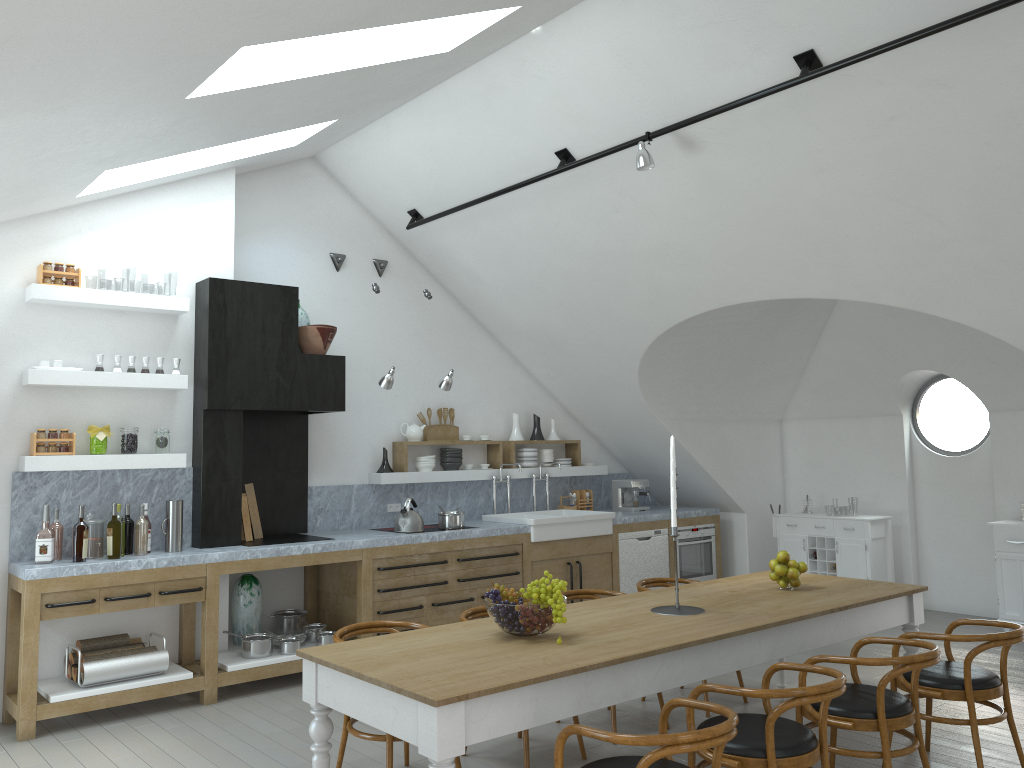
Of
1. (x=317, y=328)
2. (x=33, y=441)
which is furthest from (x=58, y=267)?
(x=317, y=328)

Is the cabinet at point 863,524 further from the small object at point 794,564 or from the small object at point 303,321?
the small object at point 303,321

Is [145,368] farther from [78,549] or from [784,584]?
[784,584]

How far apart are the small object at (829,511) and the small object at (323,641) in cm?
4700

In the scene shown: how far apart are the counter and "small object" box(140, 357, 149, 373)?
0.71m

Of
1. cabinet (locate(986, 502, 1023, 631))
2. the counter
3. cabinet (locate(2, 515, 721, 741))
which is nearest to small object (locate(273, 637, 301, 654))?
cabinet (locate(2, 515, 721, 741))

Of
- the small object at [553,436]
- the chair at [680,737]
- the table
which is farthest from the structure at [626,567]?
the chair at [680,737]

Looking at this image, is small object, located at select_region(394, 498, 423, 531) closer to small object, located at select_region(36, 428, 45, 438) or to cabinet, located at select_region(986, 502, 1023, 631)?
small object, located at select_region(36, 428, 45, 438)

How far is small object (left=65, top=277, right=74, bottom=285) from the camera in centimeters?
575cm

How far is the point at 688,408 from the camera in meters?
8.7 m
